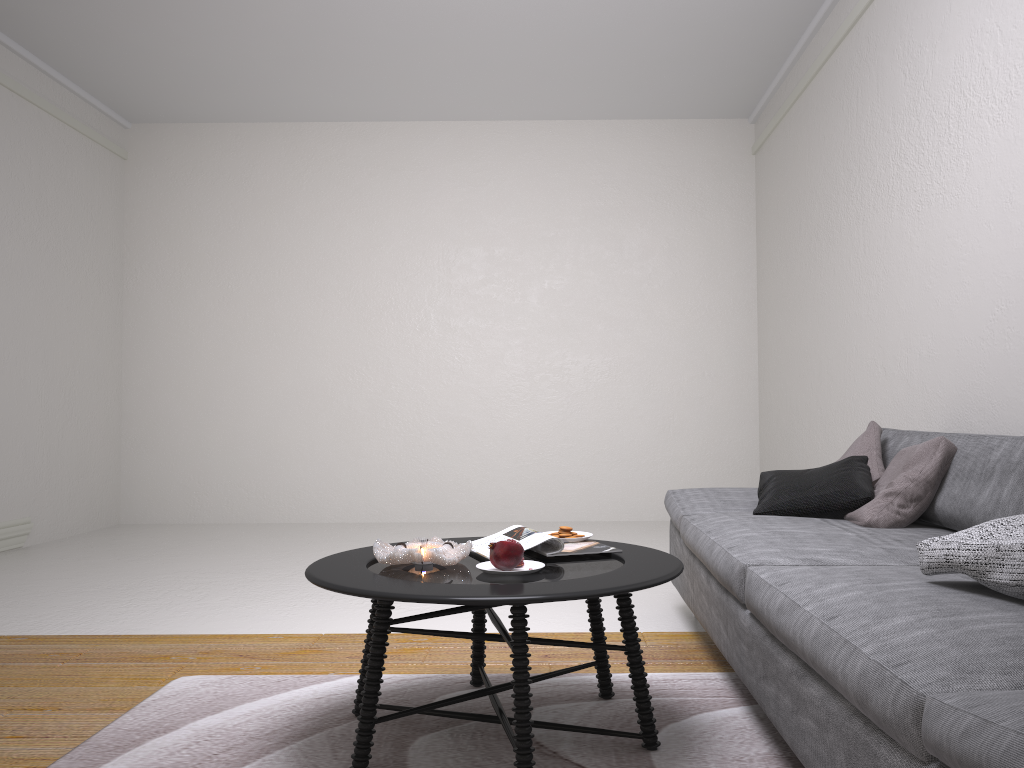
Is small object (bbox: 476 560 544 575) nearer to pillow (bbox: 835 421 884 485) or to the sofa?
the sofa

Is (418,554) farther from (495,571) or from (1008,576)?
(1008,576)

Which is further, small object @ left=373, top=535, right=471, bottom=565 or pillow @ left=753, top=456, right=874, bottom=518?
pillow @ left=753, top=456, right=874, bottom=518

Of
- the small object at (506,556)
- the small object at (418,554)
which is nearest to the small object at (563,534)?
the small object at (418,554)

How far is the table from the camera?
1.8 meters

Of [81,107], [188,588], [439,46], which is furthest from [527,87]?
[188,588]

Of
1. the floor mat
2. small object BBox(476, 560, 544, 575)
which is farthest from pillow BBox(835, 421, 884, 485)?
small object BBox(476, 560, 544, 575)

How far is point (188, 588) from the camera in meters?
4.3 m

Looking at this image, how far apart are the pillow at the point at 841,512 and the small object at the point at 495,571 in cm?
118

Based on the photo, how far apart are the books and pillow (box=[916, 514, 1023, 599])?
0.8 meters
